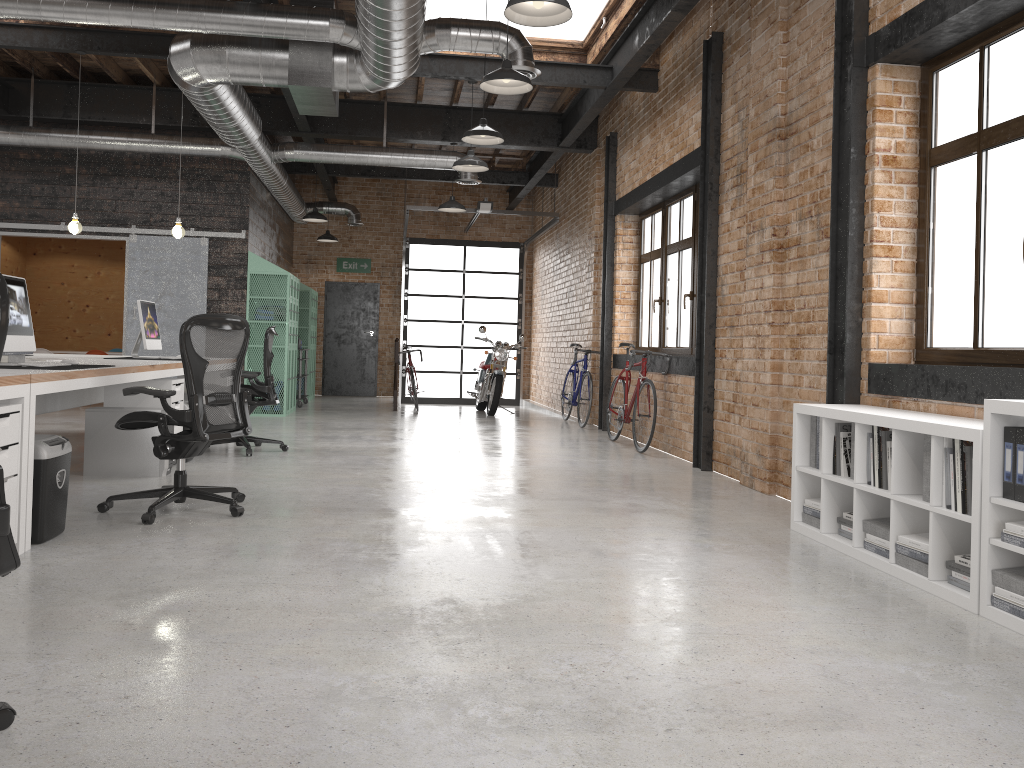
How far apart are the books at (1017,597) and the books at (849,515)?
1.2m

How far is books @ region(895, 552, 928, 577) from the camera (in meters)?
3.69

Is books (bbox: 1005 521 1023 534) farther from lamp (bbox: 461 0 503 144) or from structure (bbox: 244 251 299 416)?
structure (bbox: 244 251 299 416)

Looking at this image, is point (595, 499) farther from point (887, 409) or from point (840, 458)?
point (887, 409)

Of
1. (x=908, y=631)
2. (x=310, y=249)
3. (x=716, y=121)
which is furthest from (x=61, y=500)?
(x=310, y=249)

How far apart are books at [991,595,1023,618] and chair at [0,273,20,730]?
3.13m

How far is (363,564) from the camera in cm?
382

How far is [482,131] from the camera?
7.3m

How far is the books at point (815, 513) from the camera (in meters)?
4.66

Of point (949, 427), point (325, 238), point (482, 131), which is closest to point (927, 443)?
point (949, 427)
